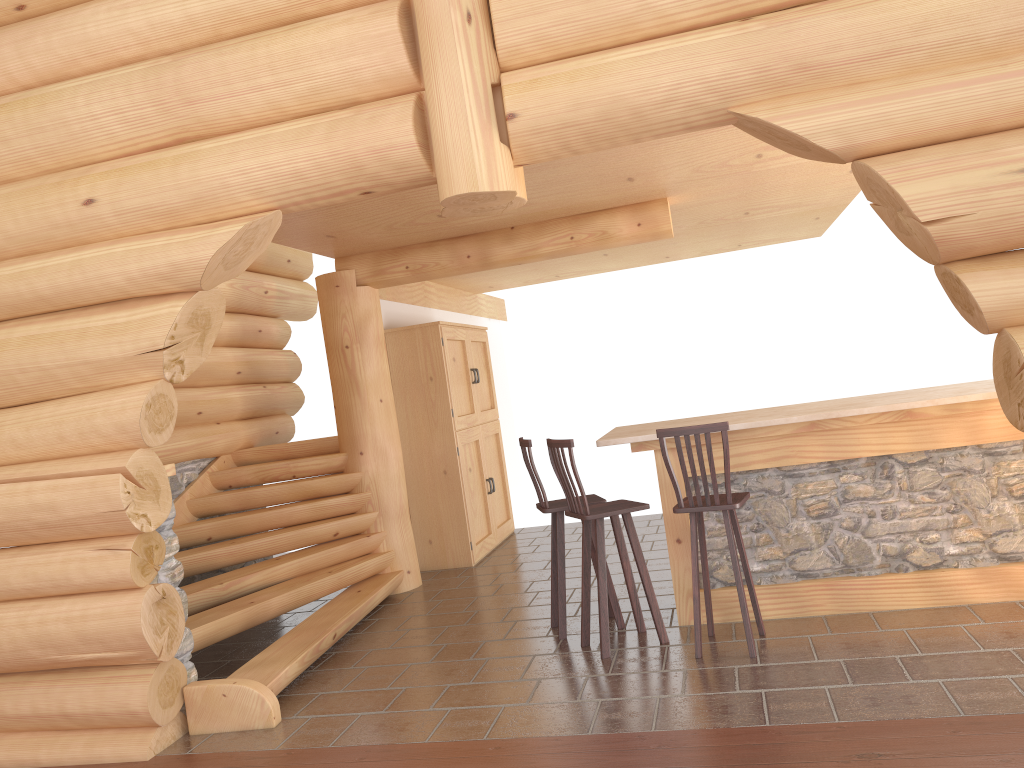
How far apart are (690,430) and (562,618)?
1.7 meters

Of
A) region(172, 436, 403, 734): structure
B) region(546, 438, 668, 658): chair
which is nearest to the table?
region(546, 438, 668, 658): chair

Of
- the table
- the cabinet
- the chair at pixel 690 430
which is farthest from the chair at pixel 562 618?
the cabinet

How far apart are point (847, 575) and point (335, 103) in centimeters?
412cm

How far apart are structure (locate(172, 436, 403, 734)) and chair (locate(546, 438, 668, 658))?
1.74m

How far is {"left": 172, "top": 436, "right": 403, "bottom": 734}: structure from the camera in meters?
4.9

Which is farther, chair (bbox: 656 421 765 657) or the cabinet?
the cabinet

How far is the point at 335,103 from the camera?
4.49m

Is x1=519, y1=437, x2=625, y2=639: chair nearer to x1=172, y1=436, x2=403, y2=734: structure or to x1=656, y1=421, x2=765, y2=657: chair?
x1=656, y1=421, x2=765, y2=657: chair

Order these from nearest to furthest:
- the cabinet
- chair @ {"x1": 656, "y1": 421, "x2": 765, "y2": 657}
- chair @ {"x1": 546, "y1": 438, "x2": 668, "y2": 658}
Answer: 1. chair @ {"x1": 656, "y1": 421, "x2": 765, "y2": 657}
2. chair @ {"x1": 546, "y1": 438, "x2": 668, "y2": 658}
3. the cabinet
